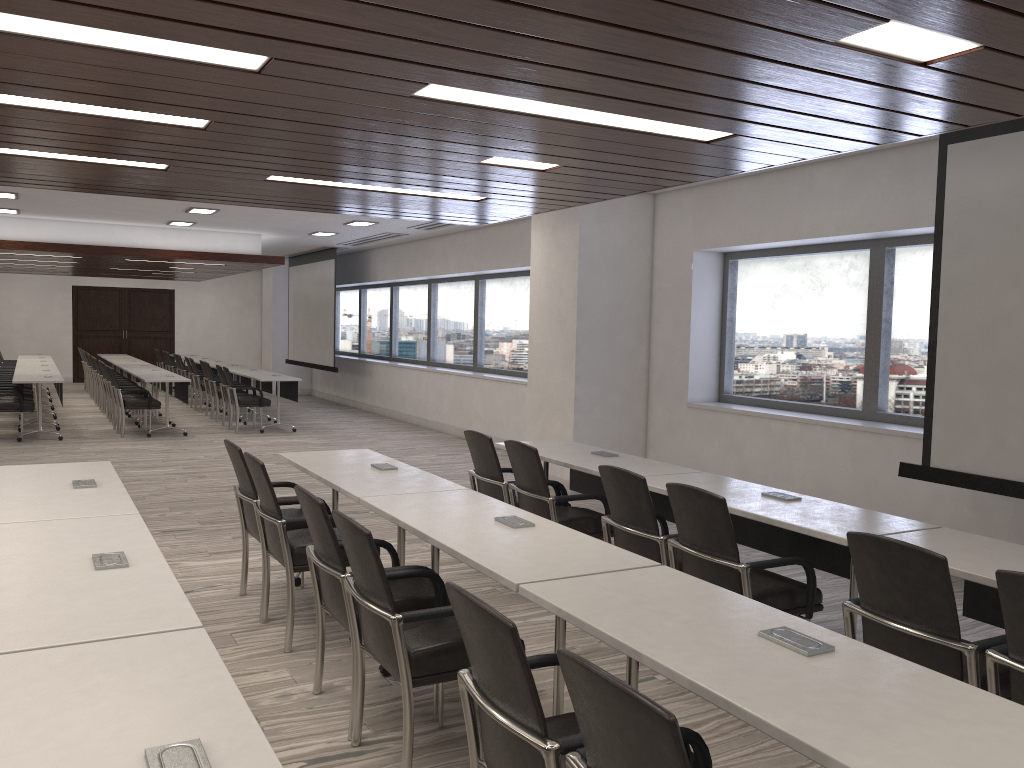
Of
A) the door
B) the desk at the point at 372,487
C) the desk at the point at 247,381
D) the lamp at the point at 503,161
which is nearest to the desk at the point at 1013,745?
the desk at the point at 372,487

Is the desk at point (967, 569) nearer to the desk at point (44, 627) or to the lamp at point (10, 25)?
the desk at point (44, 627)

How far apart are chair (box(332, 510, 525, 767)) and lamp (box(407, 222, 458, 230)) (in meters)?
8.88

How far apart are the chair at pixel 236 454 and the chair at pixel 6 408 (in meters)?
7.65

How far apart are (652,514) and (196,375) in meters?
12.6

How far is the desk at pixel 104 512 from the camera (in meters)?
3.67

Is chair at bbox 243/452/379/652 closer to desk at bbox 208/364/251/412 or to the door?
desk at bbox 208/364/251/412

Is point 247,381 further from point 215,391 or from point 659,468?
point 659,468

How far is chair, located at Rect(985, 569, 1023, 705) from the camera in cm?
254

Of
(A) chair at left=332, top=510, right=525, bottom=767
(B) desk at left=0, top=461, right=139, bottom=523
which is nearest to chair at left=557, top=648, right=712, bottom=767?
(A) chair at left=332, top=510, right=525, bottom=767
